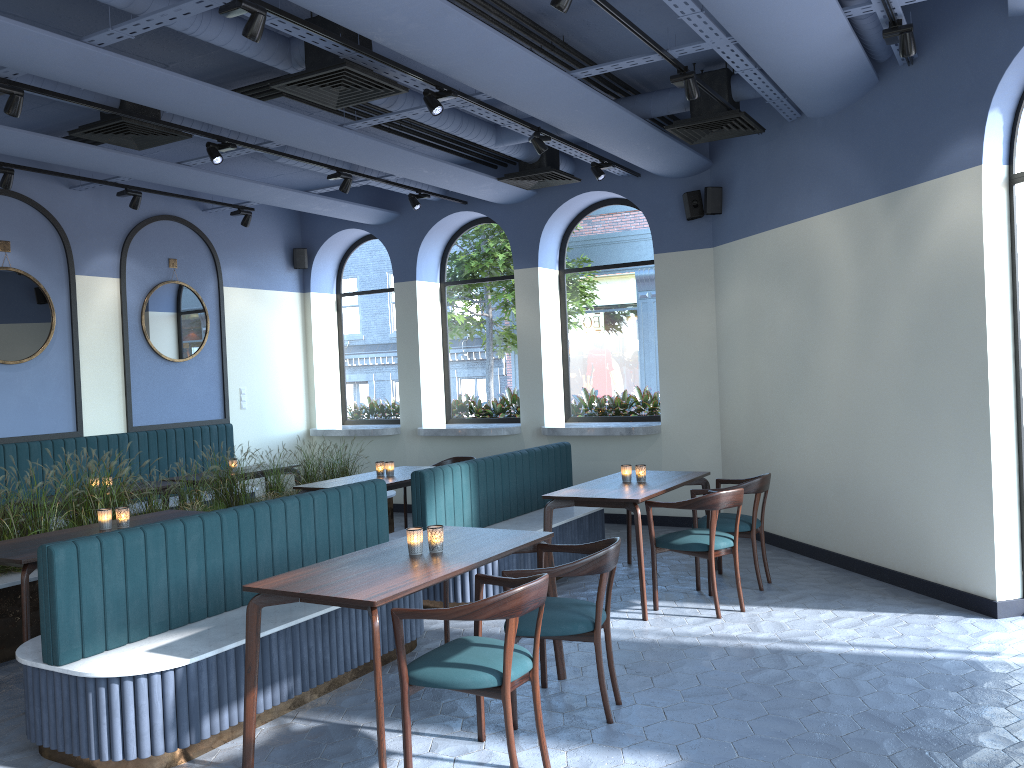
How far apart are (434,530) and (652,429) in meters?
4.8 m

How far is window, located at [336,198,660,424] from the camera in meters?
9.4

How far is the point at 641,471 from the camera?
6.3m

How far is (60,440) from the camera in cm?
812

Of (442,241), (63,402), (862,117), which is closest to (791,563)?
(862,117)

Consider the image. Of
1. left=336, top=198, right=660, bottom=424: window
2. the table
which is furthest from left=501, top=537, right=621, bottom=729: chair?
left=336, top=198, right=660, bottom=424: window

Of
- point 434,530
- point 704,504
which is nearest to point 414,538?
point 434,530

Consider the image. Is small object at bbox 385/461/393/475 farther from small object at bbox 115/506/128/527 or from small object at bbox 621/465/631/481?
small object at bbox 115/506/128/527

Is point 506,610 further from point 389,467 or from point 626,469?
point 389,467

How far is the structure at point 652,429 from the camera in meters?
8.6 m
